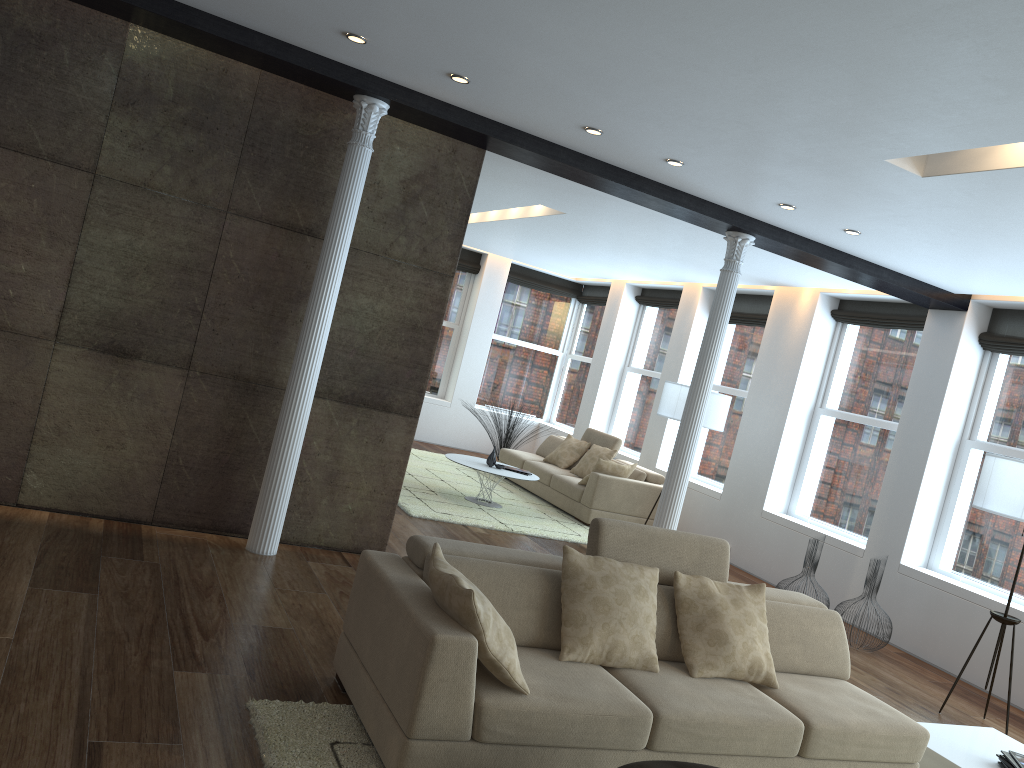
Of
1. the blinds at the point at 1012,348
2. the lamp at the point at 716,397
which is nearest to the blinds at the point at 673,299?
the lamp at the point at 716,397

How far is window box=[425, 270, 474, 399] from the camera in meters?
13.7 m

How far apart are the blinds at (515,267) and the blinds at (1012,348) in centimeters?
744cm

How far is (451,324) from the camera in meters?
13.7 m

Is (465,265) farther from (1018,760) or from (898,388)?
(1018,760)

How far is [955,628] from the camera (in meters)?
7.00

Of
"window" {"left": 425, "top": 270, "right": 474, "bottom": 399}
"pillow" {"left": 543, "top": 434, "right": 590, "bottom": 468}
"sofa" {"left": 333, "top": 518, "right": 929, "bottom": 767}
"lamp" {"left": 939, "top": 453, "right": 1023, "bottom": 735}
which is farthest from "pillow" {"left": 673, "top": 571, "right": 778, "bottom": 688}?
"window" {"left": 425, "top": 270, "right": 474, "bottom": 399}

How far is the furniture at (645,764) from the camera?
2.97m

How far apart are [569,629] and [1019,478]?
3.4m

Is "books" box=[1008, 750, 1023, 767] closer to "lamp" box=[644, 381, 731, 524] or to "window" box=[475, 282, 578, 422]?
"lamp" box=[644, 381, 731, 524]
